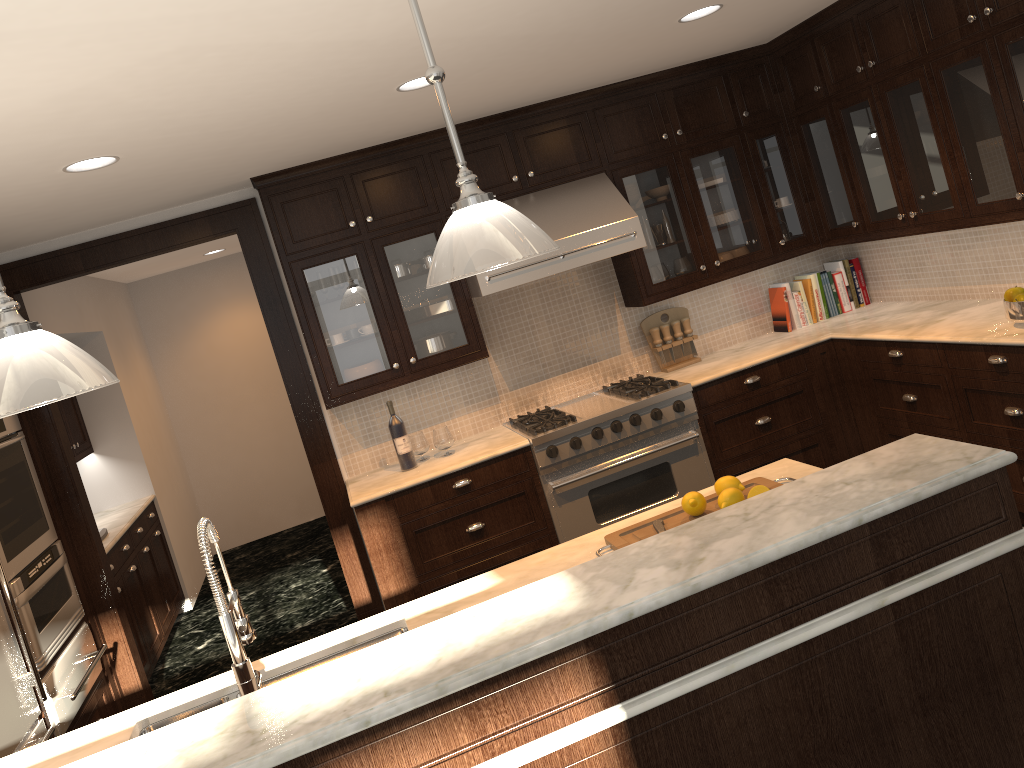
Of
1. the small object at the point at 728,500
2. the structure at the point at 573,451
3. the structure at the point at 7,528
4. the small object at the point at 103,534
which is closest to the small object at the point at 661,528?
the small object at the point at 728,500

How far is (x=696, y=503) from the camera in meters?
2.6

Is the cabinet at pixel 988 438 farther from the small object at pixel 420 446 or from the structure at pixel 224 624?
the structure at pixel 224 624

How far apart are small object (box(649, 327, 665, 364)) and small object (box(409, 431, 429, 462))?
1.5 meters

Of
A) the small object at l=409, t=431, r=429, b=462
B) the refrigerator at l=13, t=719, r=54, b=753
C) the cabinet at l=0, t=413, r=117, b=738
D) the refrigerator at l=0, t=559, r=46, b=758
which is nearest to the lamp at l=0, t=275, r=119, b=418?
the refrigerator at l=0, t=559, r=46, b=758

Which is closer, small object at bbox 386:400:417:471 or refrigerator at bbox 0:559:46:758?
refrigerator at bbox 0:559:46:758

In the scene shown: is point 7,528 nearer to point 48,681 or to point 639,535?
point 48,681

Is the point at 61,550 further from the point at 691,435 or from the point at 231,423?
the point at 231,423

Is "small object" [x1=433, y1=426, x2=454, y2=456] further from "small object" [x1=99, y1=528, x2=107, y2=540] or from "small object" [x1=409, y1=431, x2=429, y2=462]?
"small object" [x1=99, y1=528, x2=107, y2=540]

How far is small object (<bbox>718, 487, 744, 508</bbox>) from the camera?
2.55m
